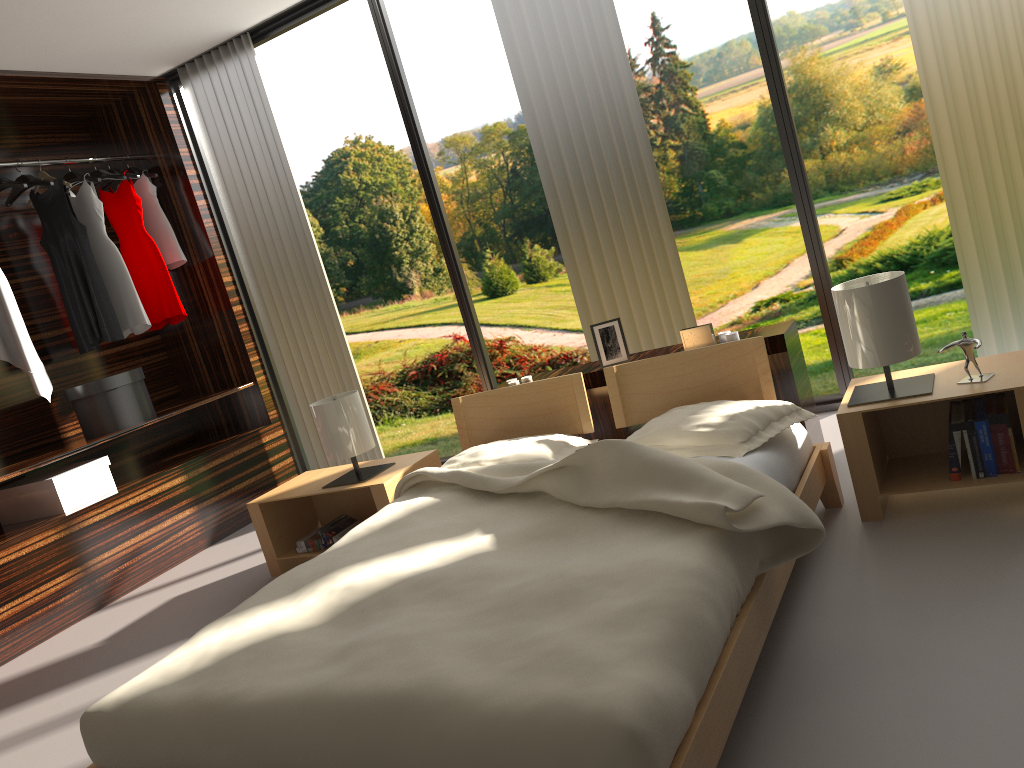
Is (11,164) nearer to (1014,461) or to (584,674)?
(584,674)

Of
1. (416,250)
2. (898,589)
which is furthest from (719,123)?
(898,589)

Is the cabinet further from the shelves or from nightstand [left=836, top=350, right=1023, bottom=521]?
the shelves

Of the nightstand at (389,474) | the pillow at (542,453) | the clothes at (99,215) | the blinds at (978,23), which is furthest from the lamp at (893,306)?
the clothes at (99,215)

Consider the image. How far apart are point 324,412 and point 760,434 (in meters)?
1.69

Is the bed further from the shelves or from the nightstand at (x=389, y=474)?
the shelves

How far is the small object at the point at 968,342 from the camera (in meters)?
2.37

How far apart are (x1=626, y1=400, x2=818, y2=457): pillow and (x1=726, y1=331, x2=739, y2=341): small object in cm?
46

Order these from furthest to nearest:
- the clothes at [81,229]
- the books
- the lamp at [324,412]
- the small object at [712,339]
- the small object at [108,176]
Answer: the small object at [108,176] < the clothes at [81,229] < the lamp at [324,412] < the small object at [712,339] < the books

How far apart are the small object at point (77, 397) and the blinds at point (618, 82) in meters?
2.2
